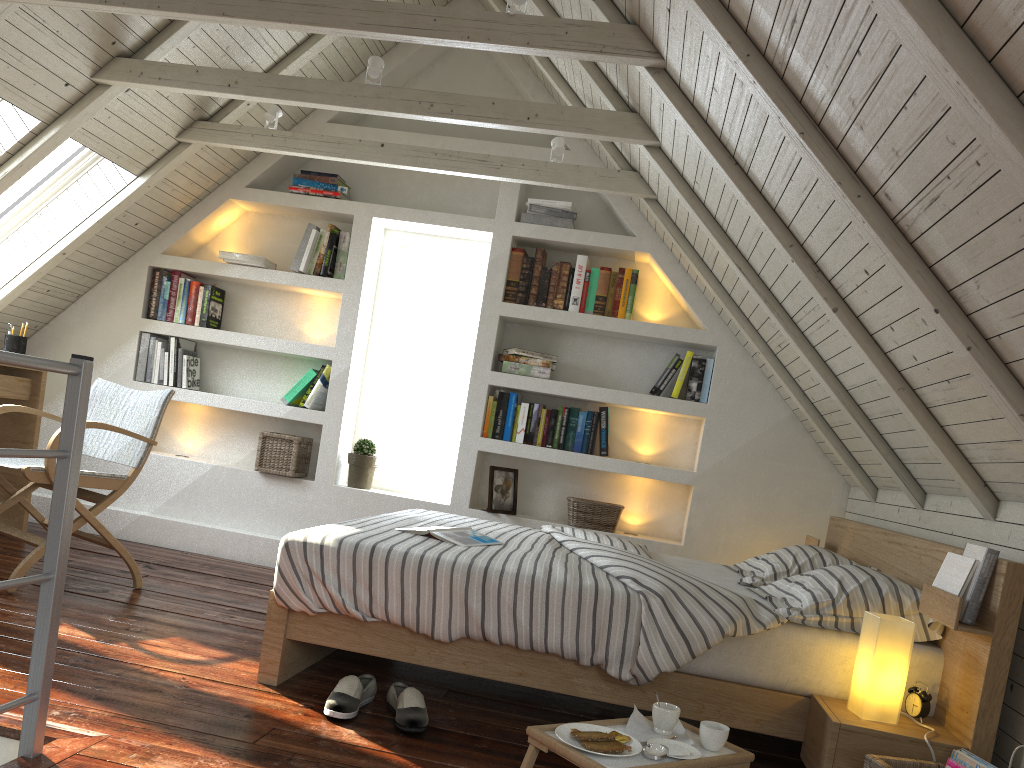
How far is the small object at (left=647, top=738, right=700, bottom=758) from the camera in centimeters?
185cm

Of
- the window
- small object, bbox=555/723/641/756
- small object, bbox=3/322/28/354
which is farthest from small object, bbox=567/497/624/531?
small object, bbox=3/322/28/354

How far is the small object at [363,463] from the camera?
4.3m

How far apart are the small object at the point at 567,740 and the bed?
0.3 meters

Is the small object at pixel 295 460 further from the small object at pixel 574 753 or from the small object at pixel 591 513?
the small object at pixel 574 753

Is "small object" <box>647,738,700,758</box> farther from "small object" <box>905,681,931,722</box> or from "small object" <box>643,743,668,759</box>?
"small object" <box>905,681,931,722</box>

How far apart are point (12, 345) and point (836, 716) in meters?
3.7 m

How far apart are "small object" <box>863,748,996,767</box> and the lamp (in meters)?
0.14

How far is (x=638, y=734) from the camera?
1.9 meters

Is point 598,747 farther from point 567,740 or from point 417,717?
point 417,717
